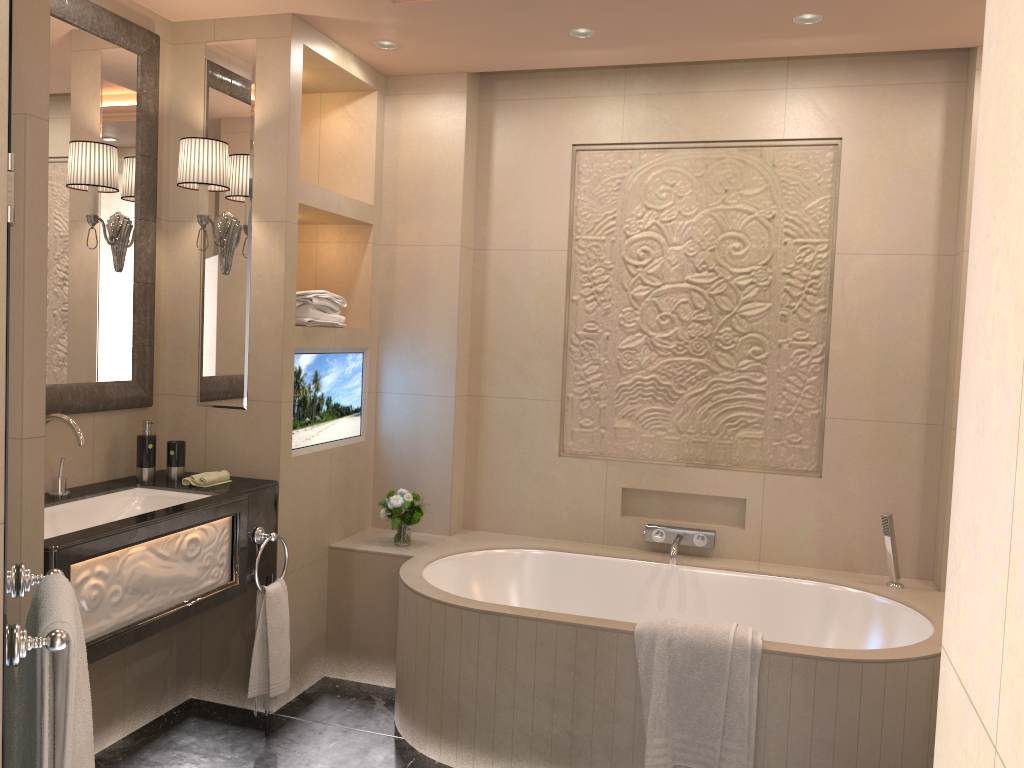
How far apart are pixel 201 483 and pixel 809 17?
2.6m

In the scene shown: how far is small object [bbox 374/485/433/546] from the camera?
3.55m

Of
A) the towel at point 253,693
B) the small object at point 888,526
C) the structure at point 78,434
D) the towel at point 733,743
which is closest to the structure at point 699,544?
the small object at point 888,526

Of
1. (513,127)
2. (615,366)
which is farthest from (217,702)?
(513,127)

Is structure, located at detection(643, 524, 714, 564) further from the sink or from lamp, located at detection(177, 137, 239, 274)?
lamp, located at detection(177, 137, 239, 274)

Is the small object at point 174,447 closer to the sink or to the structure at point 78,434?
the sink

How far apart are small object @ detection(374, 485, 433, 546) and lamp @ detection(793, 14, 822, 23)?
2.2m

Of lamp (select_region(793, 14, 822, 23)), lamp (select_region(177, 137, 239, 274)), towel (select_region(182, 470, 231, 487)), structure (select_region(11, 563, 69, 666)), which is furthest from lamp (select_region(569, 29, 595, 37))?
structure (select_region(11, 563, 69, 666))

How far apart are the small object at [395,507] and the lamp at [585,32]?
1.9 meters

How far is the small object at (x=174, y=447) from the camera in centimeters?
307cm
